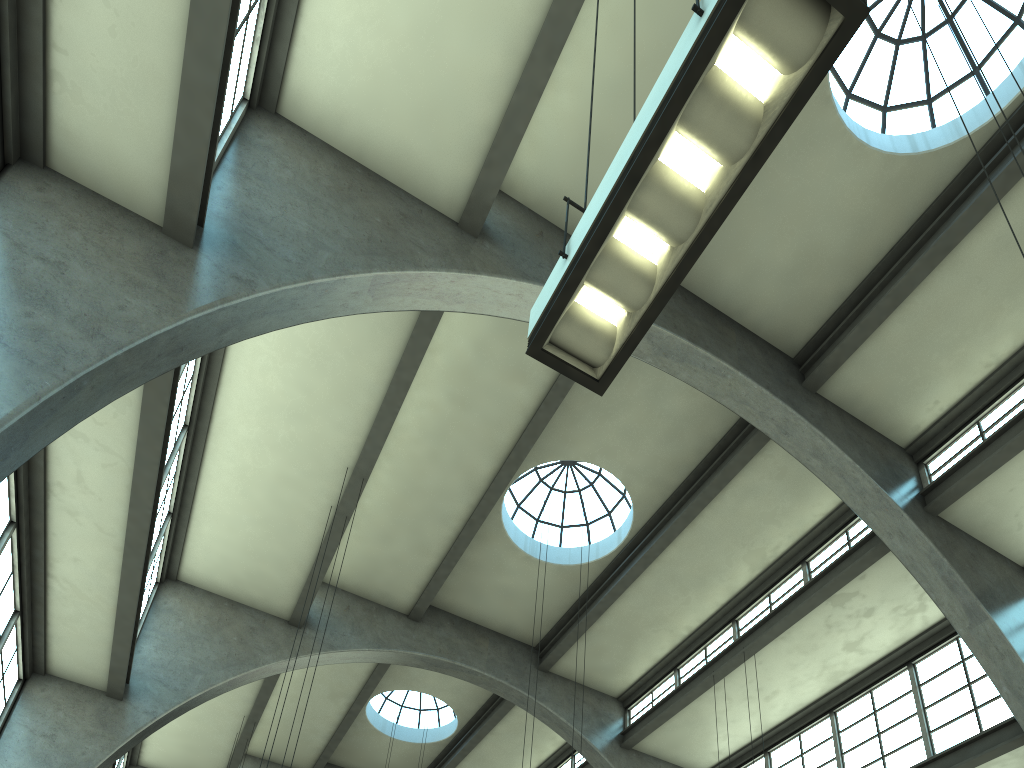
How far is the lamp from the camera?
3.2m

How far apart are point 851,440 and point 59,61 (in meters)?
11.49

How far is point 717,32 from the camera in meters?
3.2 m

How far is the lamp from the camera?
3.2 meters
